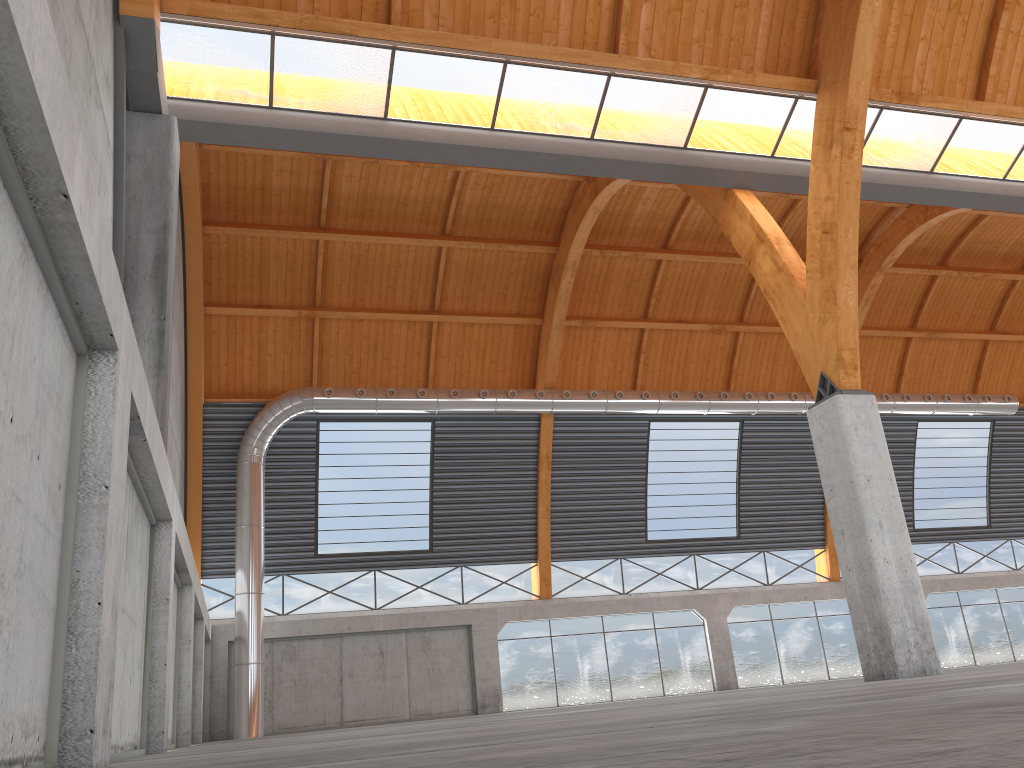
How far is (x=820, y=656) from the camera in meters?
46.8
